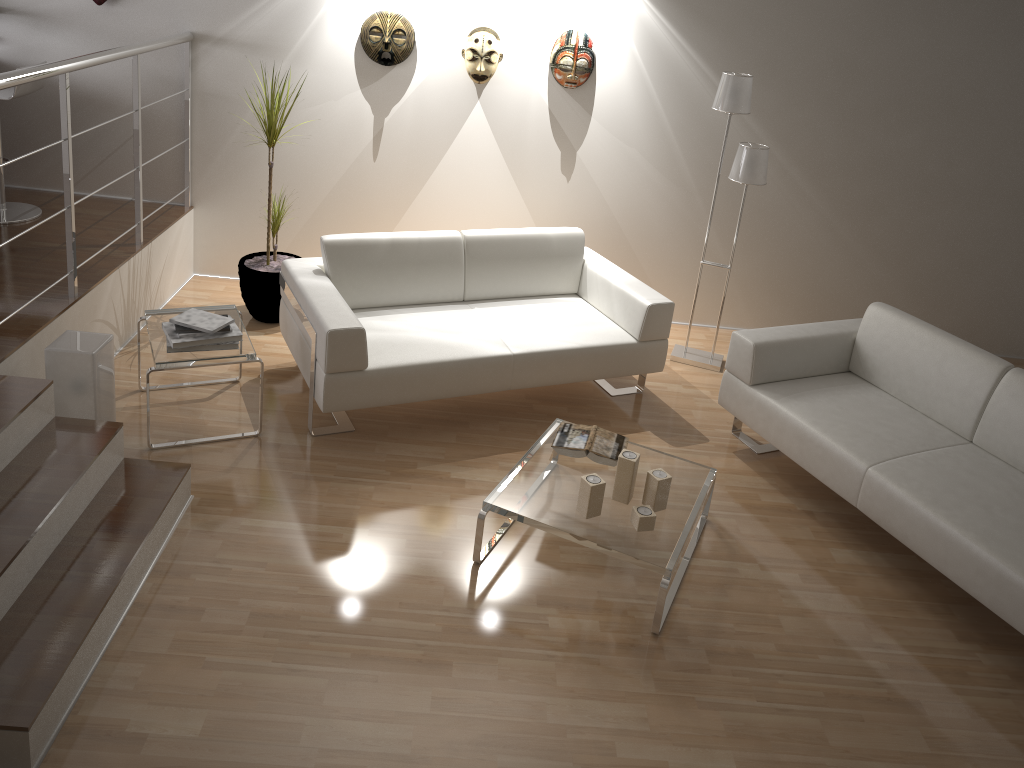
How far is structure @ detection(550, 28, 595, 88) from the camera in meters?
4.8 m

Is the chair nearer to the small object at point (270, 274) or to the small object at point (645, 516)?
the small object at point (270, 274)

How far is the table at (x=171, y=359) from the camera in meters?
3.6

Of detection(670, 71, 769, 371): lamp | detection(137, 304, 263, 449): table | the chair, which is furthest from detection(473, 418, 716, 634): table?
the chair

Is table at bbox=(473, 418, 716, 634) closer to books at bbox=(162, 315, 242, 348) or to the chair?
books at bbox=(162, 315, 242, 348)

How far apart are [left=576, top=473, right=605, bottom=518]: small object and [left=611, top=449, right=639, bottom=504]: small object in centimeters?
12cm

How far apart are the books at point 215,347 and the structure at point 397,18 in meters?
2.0 m

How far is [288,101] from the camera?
4.52m

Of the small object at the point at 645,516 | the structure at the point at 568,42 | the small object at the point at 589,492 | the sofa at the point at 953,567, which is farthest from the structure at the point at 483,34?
the small object at the point at 645,516

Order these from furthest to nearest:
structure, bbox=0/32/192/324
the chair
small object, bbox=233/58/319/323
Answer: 1. small object, bbox=233/58/319/323
2. the chair
3. structure, bbox=0/32/192/324
